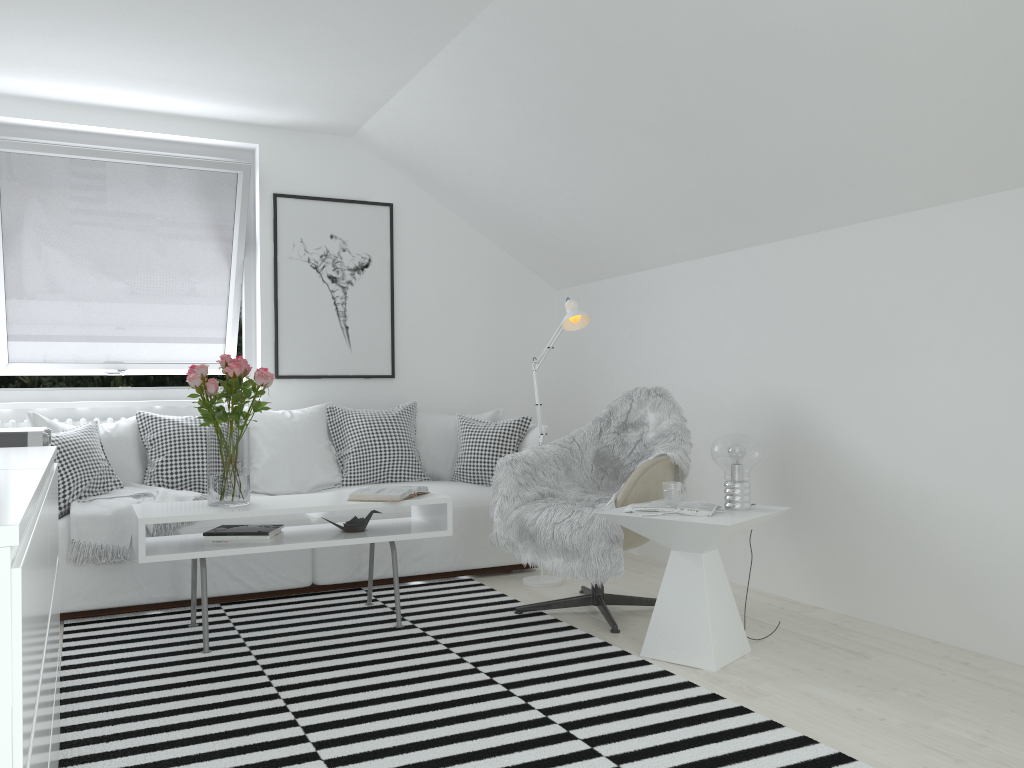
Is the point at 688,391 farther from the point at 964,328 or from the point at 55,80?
the point at 55,80

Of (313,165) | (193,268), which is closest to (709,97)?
(313,165)

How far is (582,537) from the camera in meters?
3.4

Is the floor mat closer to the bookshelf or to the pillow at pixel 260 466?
the bookshelf

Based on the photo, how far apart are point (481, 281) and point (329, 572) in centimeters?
228cm

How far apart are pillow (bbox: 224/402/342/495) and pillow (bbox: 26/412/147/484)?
0.5m

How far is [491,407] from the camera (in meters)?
5.72

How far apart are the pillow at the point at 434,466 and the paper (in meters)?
1.95

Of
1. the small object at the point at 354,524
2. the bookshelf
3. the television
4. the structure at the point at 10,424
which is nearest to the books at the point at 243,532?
the small object at the point at 354,524

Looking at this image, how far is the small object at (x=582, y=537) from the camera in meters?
3.4
